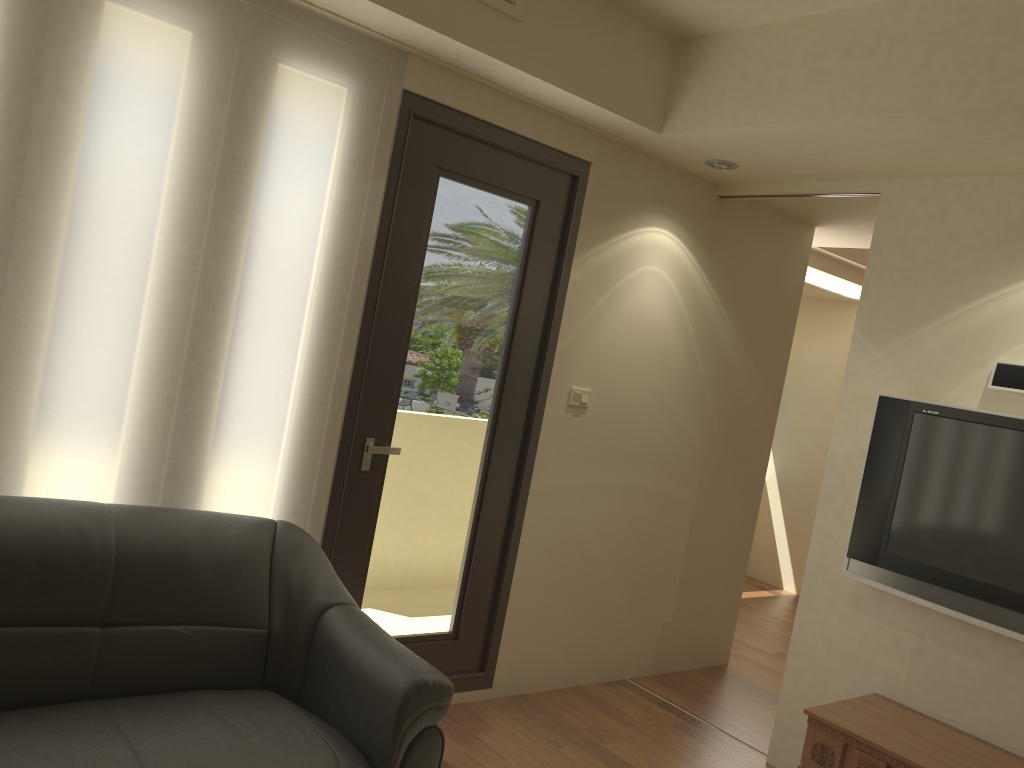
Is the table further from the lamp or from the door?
the lamp

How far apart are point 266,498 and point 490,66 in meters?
1.8

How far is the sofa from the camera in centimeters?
226cm

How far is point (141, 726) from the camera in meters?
2.3 m

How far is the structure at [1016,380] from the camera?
3.3 meters

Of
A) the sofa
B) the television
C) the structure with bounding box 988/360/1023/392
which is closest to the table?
the television

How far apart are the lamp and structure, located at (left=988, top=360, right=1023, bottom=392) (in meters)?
1.42

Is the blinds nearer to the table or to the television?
the table

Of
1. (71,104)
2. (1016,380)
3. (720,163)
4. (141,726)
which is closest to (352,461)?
(141,726)

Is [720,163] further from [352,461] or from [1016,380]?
[352,461]
